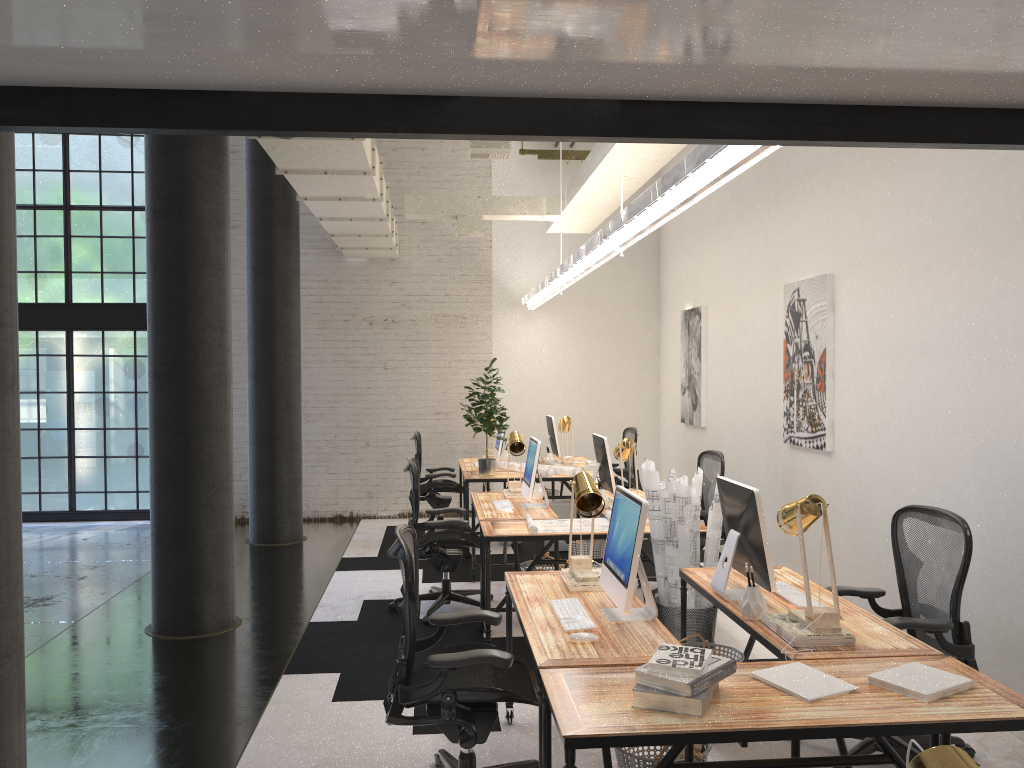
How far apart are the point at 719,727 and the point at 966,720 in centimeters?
68cm

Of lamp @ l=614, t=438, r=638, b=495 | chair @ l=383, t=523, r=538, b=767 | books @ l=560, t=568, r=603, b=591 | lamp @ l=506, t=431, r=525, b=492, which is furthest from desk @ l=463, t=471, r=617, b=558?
chair @ l=383, t=523, r=538, b=767

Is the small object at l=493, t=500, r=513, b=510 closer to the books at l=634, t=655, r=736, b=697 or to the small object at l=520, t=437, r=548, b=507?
the small object at l=520, t=437, r=548, b=507

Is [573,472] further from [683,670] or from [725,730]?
[725,730]

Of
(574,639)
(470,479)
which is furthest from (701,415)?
(574,639)

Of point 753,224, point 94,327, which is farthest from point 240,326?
point 753,224

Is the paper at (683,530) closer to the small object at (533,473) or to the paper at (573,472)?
the small object at (533,473)

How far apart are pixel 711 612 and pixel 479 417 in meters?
3.5 m

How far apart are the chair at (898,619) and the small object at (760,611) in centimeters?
56cm

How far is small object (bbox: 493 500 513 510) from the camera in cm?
627
